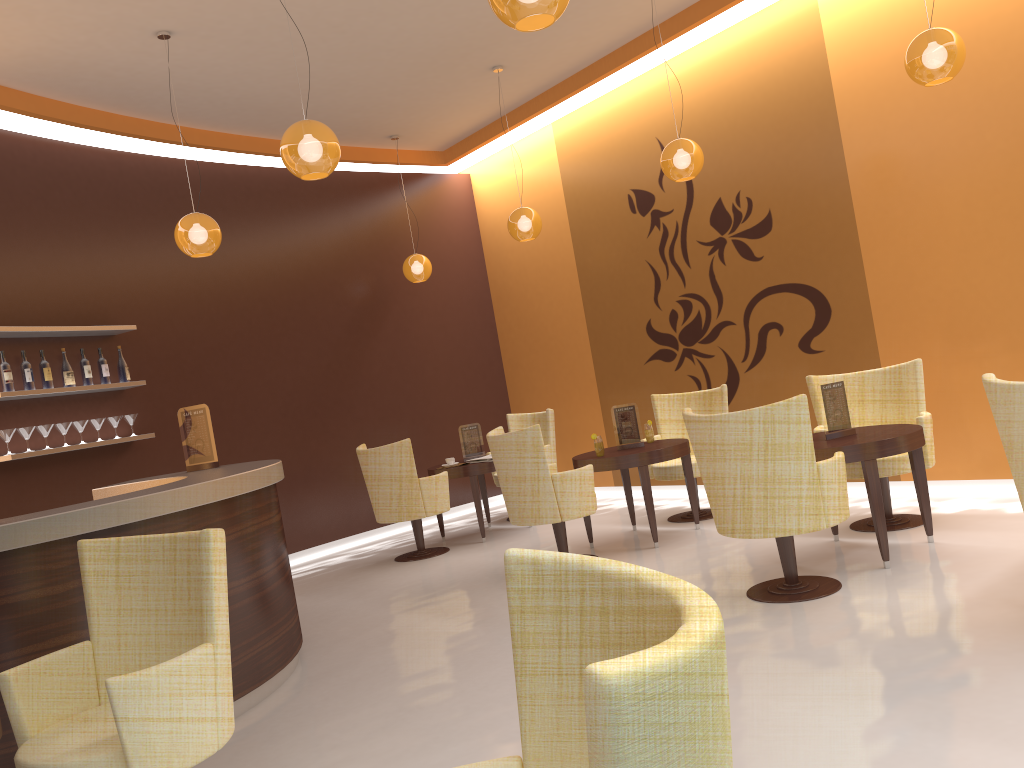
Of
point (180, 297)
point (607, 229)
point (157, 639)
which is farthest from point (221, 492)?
point (607, 229)

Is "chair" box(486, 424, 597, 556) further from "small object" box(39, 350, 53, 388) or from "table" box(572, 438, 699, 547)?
"small object" box(39, 350, 53, 388)

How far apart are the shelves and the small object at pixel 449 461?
2.7m

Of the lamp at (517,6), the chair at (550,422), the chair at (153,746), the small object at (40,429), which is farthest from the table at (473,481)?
the lamp at (517,6)

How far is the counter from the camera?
3.45m

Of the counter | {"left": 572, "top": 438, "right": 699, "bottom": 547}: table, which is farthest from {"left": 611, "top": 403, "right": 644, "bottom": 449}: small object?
the counter

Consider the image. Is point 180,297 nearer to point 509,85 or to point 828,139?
point 509,85

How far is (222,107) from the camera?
7.42m

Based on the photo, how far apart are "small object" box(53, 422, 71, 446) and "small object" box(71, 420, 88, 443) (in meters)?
0.11

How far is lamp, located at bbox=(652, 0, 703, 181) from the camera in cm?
602
